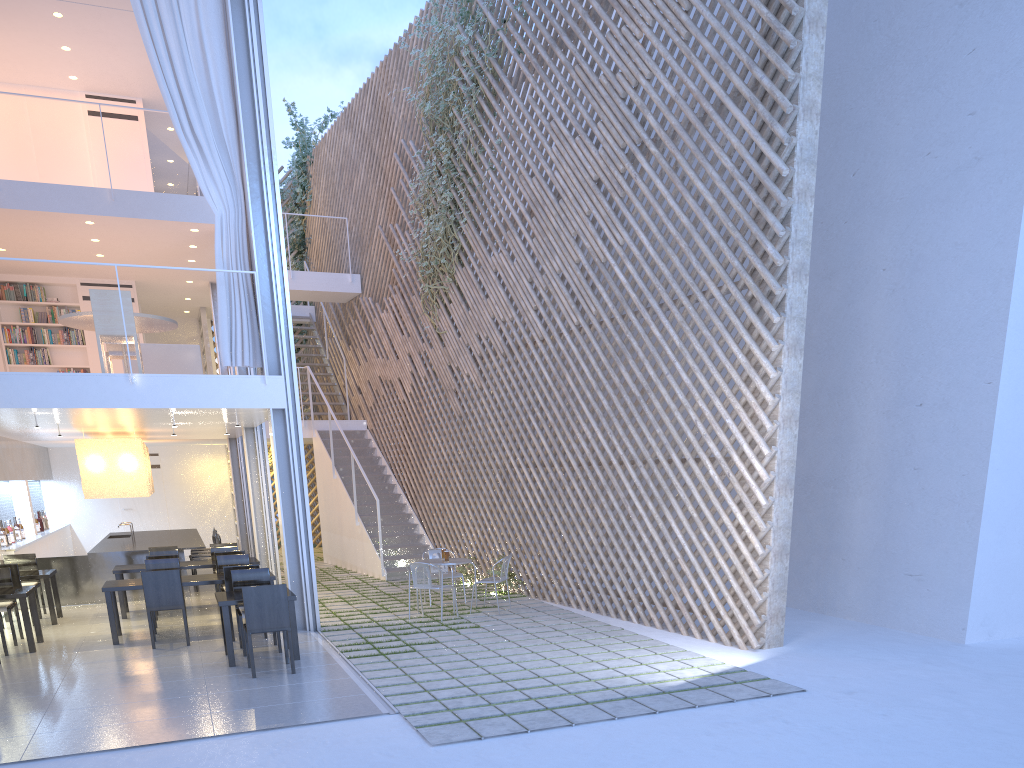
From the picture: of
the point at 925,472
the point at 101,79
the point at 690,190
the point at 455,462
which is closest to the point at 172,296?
the point at 101,79

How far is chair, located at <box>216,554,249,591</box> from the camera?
5.07m

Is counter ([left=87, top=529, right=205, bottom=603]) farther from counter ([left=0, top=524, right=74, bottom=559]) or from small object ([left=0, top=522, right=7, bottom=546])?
small object ([left=0, top=522, right=7, bottom=546])

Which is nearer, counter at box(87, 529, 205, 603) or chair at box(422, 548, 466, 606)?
chair at box(422, 548, 466, 606)

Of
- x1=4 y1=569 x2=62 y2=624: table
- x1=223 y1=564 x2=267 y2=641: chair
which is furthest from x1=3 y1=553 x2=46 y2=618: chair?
x1=223 y1=564 x2=267 y2=641: chair

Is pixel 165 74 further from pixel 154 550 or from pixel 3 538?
pixel 3 538

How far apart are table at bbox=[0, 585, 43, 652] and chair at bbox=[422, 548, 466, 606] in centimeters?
232cm

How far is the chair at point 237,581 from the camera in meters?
4.2 m

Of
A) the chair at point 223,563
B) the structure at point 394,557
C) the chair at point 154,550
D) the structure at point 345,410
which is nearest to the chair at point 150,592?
the chair at point 223,563

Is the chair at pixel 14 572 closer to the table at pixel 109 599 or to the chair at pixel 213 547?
the table at pixel 109 599
